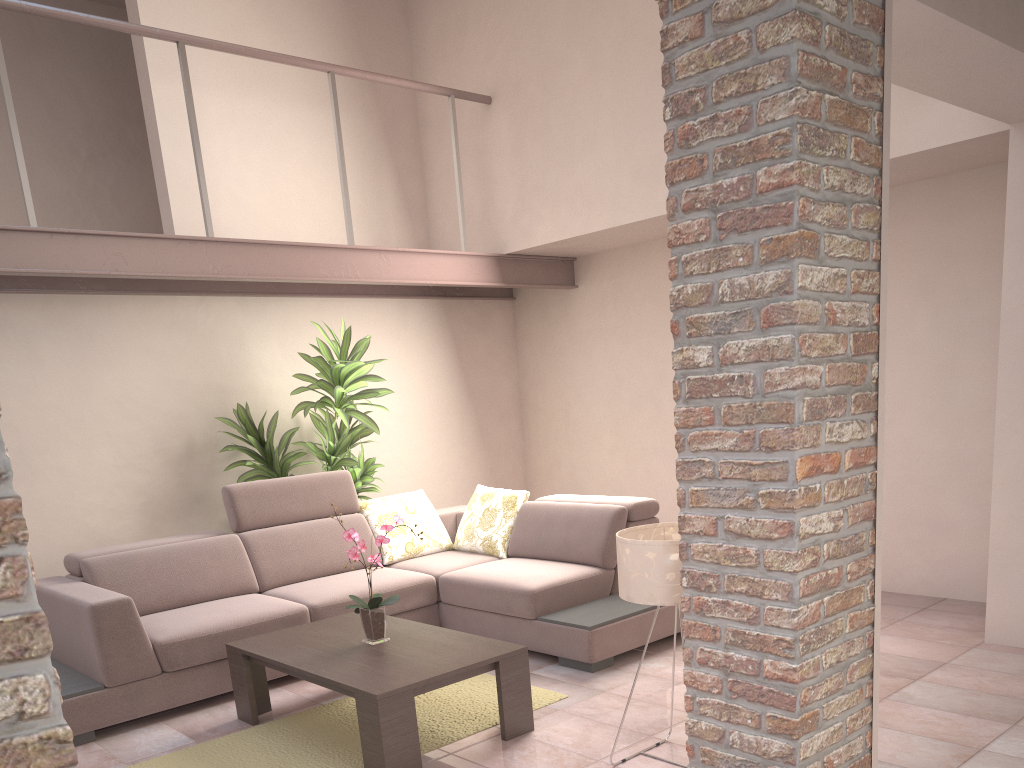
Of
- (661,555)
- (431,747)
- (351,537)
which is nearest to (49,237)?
(351,537)

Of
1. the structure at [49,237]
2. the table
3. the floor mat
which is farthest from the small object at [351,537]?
the structure at [49,237]

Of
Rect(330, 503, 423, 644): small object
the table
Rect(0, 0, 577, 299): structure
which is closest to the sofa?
the table

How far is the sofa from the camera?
3.94m

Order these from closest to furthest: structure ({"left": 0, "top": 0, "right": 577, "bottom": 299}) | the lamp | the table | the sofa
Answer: the lamp < the table < the sofa < structure ({"left": 0, "top": 0, "right": 577, "bottom": 299})

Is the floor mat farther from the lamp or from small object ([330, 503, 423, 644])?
the lamp

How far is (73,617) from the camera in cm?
394

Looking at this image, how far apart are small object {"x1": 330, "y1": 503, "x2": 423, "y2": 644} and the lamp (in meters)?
1.09

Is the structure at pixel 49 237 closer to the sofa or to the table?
the sofa

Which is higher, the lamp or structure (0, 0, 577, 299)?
structure (0, 0, 577, 299)
